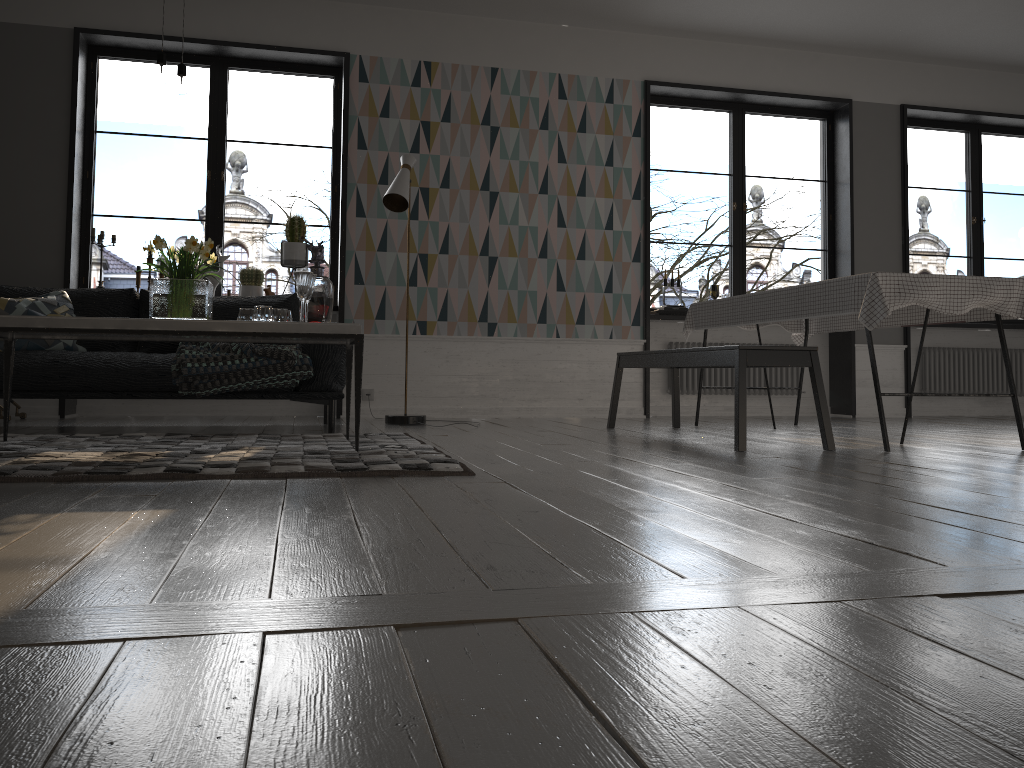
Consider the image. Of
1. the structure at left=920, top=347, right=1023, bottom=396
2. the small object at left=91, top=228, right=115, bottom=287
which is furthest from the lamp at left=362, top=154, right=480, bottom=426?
the structure at left=920, top=347, right=1023, bottom=396

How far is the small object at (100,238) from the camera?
6.0 meters

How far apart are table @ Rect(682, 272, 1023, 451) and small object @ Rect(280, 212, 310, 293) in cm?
266

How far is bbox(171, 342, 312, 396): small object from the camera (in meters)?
4.38

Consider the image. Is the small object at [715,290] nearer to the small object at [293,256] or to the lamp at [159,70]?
the small object at [293,256]

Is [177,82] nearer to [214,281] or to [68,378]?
[68,378]

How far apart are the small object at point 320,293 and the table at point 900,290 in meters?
2.3

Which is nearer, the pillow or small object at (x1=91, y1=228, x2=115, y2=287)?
the pillow

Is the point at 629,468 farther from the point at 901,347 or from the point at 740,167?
the point at 901,347

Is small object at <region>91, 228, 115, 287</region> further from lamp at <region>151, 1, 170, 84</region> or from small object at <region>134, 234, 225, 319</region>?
lamp at <region>151, 1, 170, 84</region>
